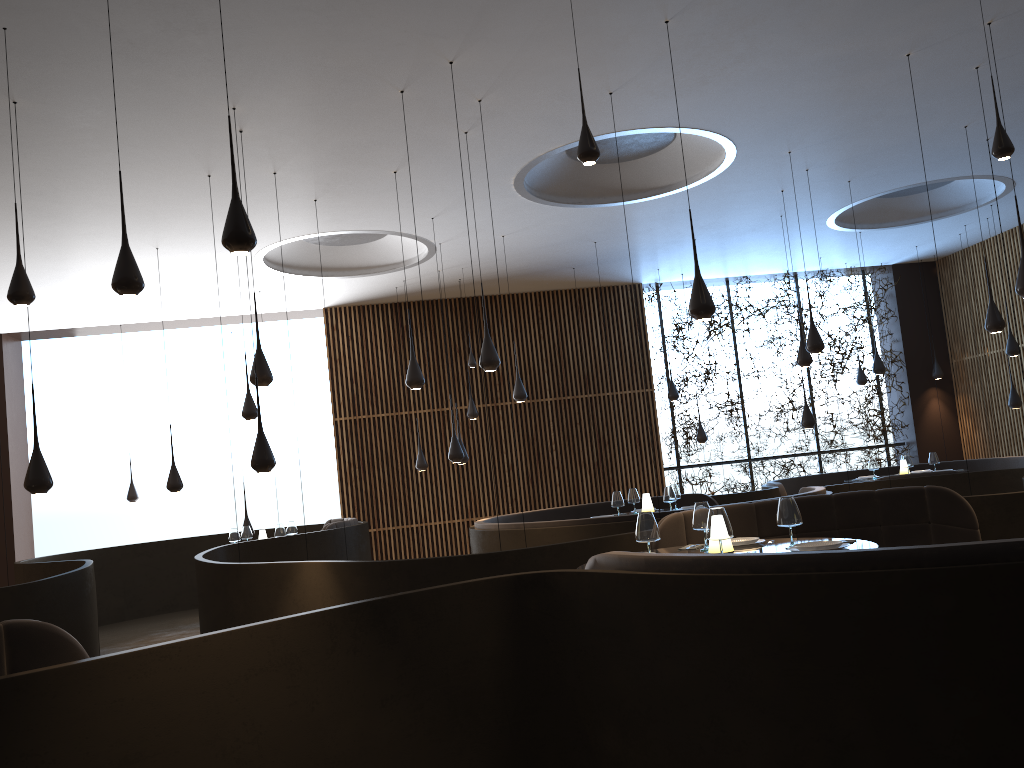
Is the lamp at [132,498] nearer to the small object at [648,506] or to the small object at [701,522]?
the small object at [648,506]

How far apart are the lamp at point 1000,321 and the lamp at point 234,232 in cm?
832

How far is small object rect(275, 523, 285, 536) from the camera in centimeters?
1103cm

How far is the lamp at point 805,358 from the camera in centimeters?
1083cm

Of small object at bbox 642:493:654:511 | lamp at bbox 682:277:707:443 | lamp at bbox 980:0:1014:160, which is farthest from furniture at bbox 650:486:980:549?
lamp at bbox 682:277:707:443

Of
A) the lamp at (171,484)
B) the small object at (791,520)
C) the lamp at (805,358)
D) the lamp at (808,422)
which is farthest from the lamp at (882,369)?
the lamp at (171,484)

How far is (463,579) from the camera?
6.2 meters

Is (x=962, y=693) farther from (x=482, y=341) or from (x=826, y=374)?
(x=826, y=374)

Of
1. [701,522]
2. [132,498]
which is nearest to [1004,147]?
[701,522]

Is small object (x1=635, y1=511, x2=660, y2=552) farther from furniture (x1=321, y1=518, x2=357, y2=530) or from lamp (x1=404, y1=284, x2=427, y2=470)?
lamp (x1=404, y1=284, x2=427, y2=470)
